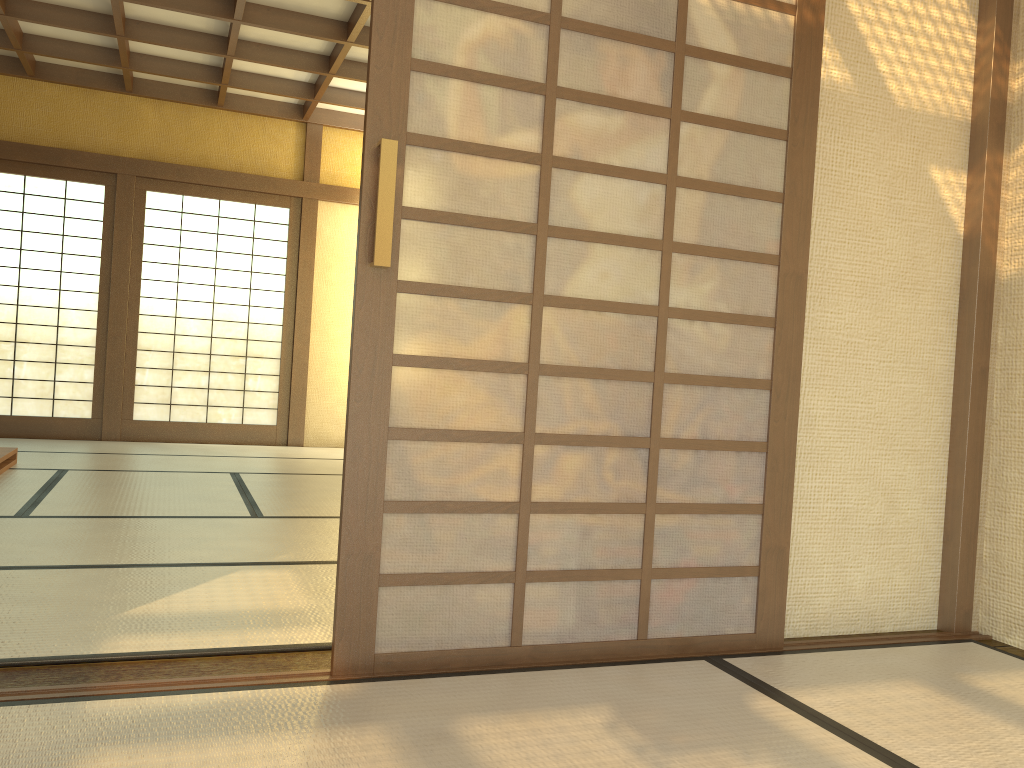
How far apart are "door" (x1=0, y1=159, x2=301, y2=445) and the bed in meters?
1.8

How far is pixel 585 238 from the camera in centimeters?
234cm

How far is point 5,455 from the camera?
5.2 meters

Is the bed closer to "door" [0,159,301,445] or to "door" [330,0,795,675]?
"door" [0,159,301,445]

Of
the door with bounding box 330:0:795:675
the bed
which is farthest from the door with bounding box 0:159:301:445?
the door with bounding box 330:0:795:675

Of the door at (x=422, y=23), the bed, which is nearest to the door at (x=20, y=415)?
the bed

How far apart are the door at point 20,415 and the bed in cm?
183

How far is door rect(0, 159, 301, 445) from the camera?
7.2 meters

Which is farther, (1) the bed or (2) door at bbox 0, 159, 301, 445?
(2) door at bbox 0, 159, 301, 445

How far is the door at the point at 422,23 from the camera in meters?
2.2
